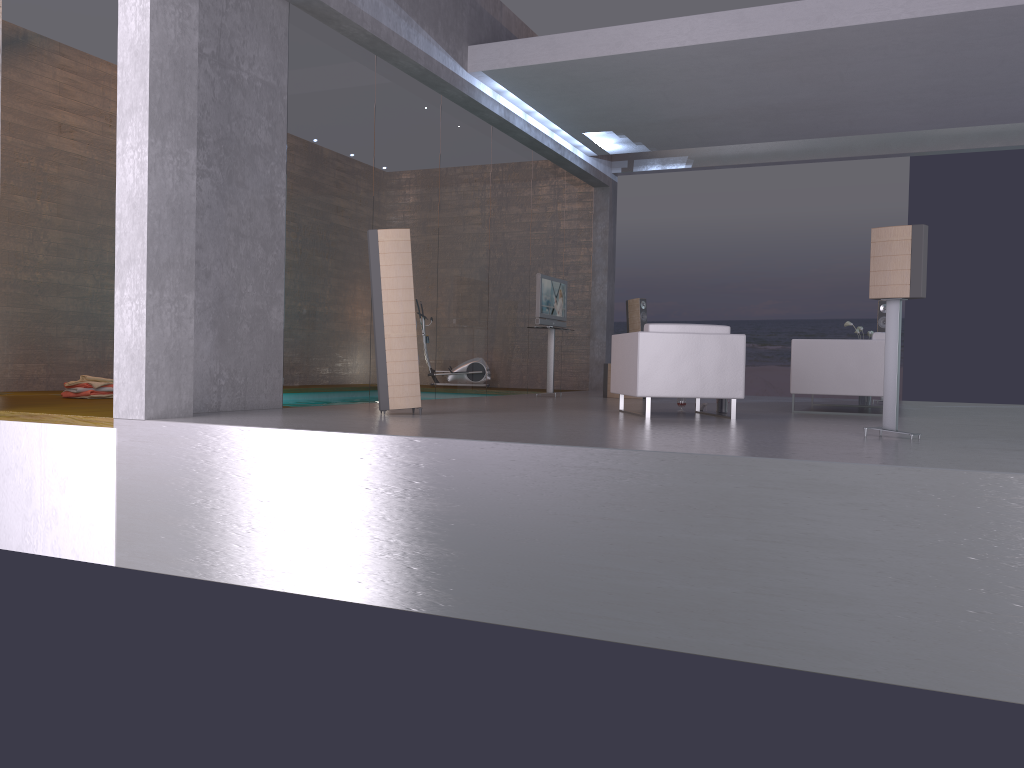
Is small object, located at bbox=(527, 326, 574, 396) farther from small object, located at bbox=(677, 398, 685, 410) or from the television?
small object, located at bbox=(677, 398, 685, 410)

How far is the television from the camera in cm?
1144

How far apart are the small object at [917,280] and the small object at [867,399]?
5.4m

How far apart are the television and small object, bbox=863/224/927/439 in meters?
5.9 m

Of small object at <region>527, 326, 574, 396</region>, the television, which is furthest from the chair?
small object at <region>527, 326, 574, 396</region>

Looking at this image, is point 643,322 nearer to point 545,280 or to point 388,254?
point 545,280

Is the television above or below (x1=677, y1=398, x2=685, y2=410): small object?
above

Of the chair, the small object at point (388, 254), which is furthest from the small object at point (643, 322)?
the small object at point (388, 254)

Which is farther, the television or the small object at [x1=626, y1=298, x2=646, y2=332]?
the small object at [x1=626, y1=298, x2=646, y2=332]

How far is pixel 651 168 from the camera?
14.7 meters
